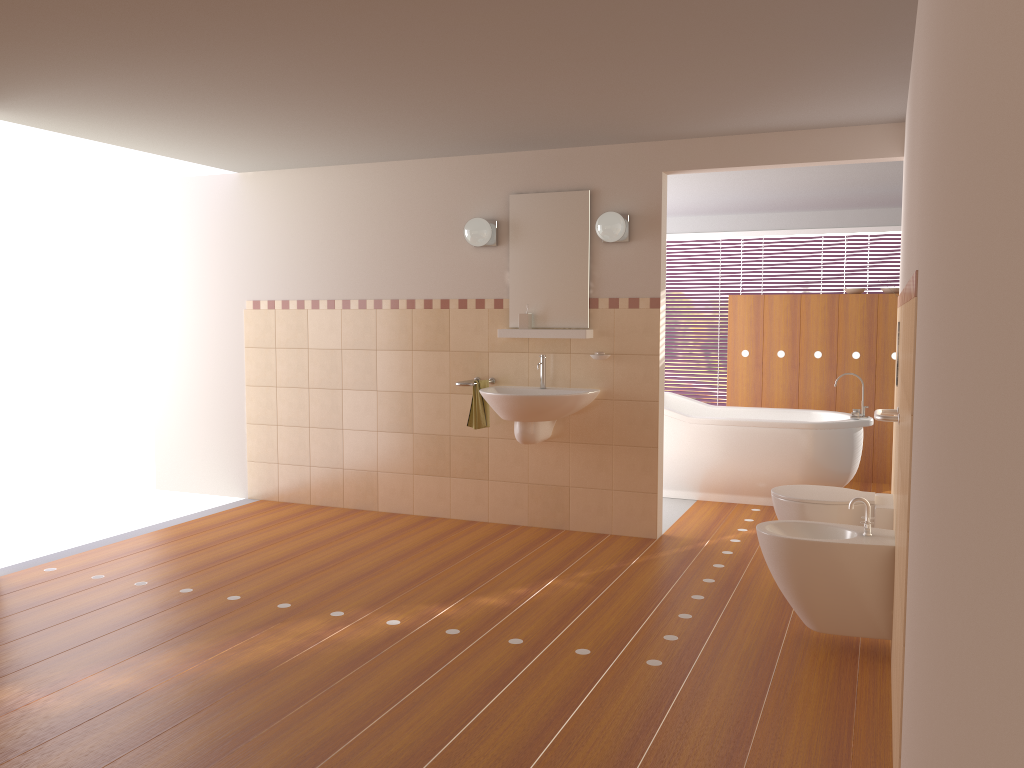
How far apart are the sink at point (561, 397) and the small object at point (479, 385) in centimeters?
7cm

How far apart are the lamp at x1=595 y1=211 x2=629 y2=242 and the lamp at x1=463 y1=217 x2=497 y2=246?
0.69m

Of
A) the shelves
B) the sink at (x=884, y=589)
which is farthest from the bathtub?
the sink at (x=884, y=589)

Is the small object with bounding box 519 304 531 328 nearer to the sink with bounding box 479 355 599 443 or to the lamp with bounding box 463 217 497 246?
the sink with bounding box 479 355 599 443

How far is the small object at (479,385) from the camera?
5.25m

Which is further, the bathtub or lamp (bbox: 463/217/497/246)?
the bathtub

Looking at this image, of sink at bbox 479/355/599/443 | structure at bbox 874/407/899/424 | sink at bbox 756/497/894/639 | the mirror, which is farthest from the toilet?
the mirror

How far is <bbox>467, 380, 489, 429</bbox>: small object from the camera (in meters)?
5.25

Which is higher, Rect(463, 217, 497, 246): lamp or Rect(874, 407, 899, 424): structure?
Rect(463, 217, 497, 246): lamp

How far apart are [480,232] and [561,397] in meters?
1.1
